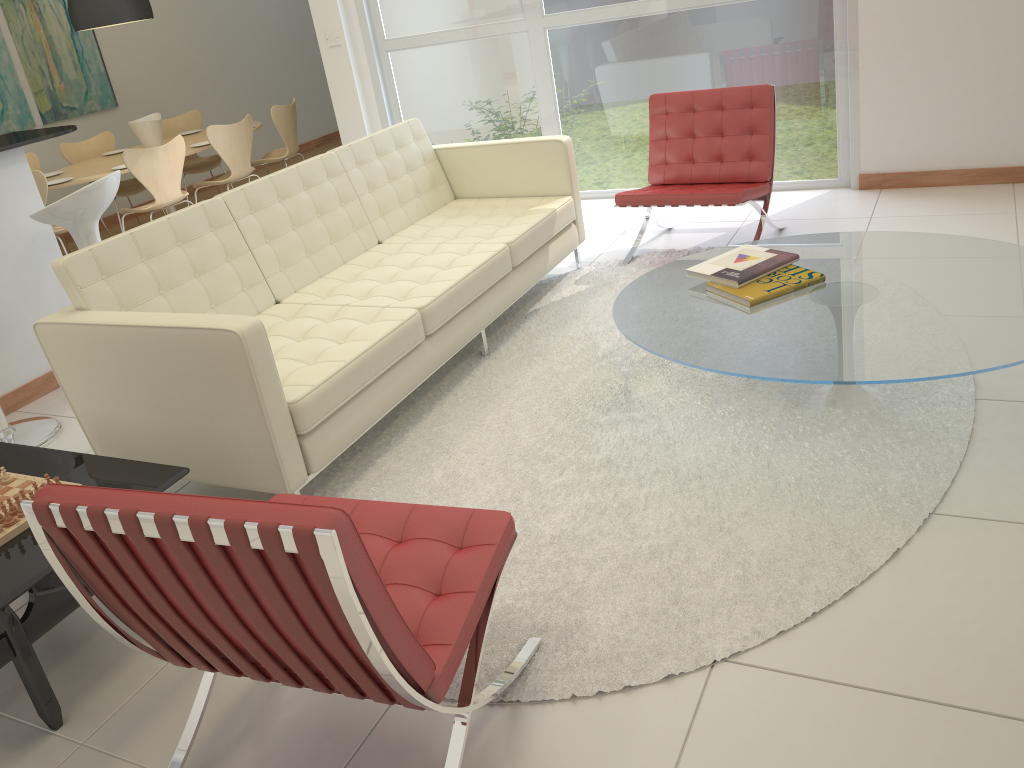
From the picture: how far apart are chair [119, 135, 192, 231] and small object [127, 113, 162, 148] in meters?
0.8

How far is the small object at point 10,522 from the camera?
2.4m

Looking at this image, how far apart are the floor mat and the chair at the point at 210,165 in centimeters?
444cm

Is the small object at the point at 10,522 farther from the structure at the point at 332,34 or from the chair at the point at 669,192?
the structure at the point at 332,34

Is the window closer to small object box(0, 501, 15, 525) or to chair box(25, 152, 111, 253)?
chair box(25, 152, 111, 253)

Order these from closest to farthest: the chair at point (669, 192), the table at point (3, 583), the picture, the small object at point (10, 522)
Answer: the table at point (3, 583), the small object at point (10, 522), the chair at point (669, 192), the picture

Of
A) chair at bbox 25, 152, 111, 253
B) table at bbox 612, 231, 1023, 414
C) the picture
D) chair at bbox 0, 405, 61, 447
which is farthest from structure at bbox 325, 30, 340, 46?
table at bbox 612, 231, 1023, 414

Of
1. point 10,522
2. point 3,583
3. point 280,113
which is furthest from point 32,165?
point 3,583

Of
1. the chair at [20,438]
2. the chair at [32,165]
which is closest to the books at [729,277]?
the chair at [20,438]

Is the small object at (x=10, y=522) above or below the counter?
below
